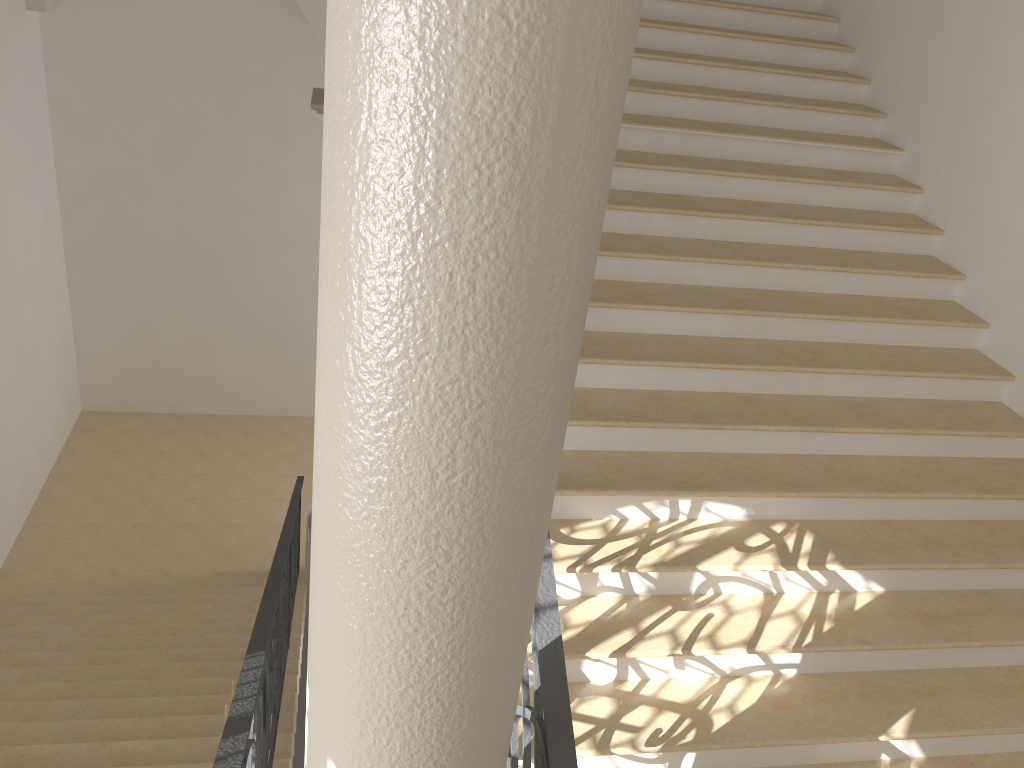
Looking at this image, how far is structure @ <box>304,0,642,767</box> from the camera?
1.0m

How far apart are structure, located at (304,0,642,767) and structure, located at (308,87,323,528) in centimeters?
600cm

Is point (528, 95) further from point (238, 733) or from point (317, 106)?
point (317, 106)

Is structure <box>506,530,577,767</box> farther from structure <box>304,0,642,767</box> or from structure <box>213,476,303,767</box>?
structure <box>213,476,303,767</box>

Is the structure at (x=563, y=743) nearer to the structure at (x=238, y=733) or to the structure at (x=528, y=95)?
the structure at (x=528, y=95)

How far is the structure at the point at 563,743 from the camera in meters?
2.1

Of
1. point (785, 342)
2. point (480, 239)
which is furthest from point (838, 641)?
point (480, 239)

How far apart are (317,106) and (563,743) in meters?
5.8 m

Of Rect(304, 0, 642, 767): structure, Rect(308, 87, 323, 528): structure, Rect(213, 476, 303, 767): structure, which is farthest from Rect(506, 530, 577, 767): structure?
Rect(308, 87, 323, 528): structure

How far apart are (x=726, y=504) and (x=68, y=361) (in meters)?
9.70
